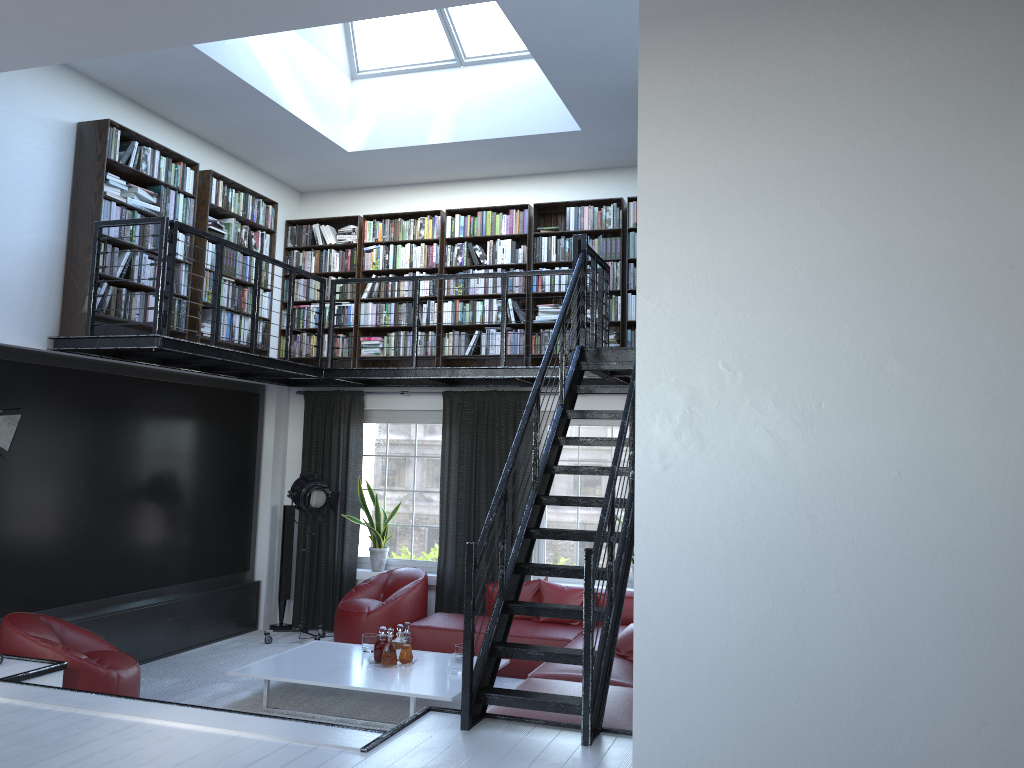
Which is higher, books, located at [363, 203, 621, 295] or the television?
books, located at [363, 203, 621, 295]

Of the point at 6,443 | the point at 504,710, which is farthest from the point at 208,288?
the point at 504,710

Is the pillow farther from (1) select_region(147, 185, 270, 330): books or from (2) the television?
(1) select_region(147, 185, 270, 330): books

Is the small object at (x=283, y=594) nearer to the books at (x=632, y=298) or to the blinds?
the blinds

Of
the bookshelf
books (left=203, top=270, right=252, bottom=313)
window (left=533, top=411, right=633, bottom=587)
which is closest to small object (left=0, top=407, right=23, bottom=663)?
the bookshelf

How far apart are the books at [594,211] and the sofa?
2.9m

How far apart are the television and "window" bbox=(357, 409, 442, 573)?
1.05m

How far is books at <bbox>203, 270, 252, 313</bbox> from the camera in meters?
7.6 m

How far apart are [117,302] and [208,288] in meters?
1.1

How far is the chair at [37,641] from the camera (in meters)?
5.26
